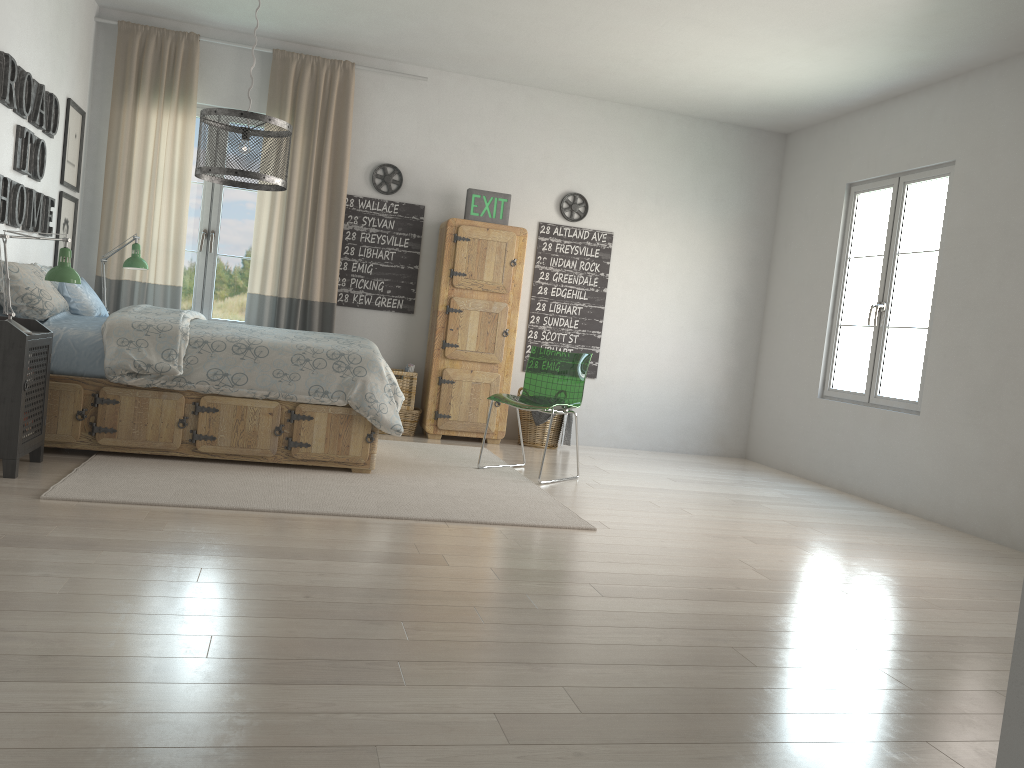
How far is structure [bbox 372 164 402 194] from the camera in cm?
640

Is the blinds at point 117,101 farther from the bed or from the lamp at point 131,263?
the bed

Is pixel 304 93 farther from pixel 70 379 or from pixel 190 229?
pixel 70 379

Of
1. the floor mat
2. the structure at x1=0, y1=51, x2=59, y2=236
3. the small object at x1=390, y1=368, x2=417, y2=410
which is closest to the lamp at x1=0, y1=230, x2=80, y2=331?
the structure at x1=0, y1=51, x2=59, y2=236

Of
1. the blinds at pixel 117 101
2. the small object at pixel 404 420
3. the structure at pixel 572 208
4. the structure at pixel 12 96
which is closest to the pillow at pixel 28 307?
the structure at pixel 12 96

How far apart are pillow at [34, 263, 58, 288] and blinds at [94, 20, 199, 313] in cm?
112

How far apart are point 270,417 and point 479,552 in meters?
1.6 m

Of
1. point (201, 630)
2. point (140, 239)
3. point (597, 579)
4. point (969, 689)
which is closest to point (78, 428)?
point (140, 239)

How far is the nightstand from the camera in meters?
3.6 m

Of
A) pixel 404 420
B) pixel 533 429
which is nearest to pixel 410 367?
pixel 404 420
